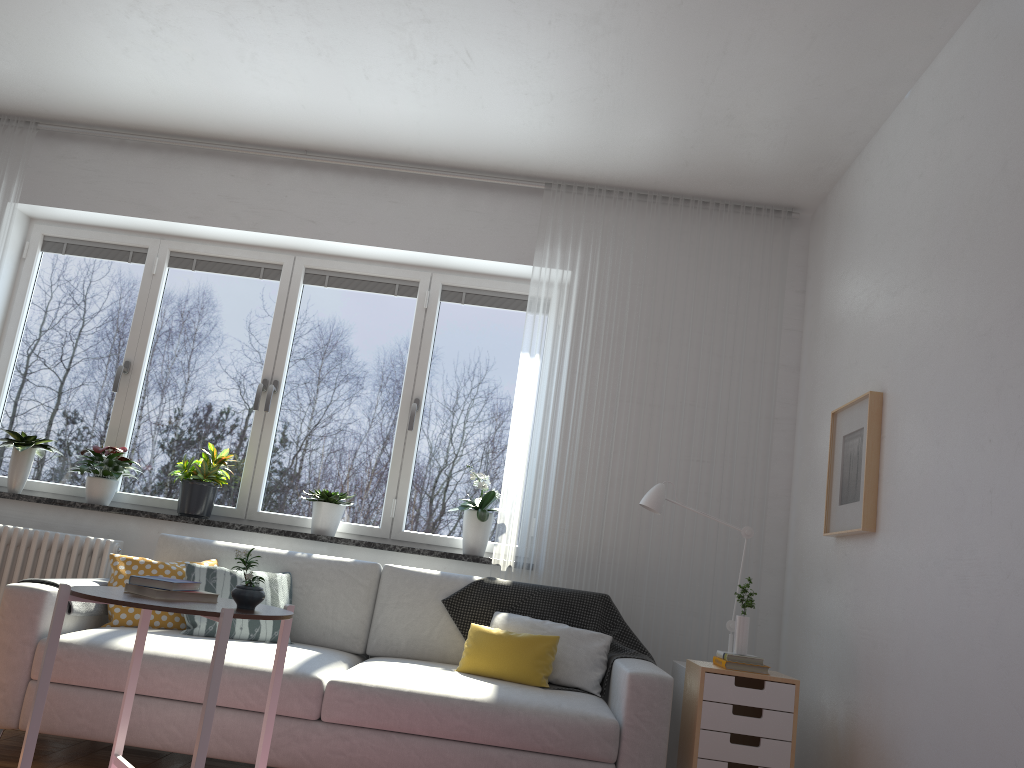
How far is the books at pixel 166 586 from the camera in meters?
2.5

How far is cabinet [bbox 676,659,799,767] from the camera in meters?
3.1

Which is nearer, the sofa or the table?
the table

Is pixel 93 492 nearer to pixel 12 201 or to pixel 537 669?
pixel 12 201

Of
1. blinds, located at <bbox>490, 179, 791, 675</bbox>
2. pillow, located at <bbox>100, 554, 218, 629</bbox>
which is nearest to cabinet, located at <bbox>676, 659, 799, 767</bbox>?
blinds, located at <bbox>490, 179, 791, 675</bbox>

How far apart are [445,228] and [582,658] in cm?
231

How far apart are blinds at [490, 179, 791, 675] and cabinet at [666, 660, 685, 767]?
0.33m

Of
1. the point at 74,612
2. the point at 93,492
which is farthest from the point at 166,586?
the point at 93,492

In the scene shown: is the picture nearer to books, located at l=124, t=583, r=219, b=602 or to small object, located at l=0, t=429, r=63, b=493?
books, located at l=124, t=583, r=219, b=602

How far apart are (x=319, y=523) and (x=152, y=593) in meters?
1.9 m
